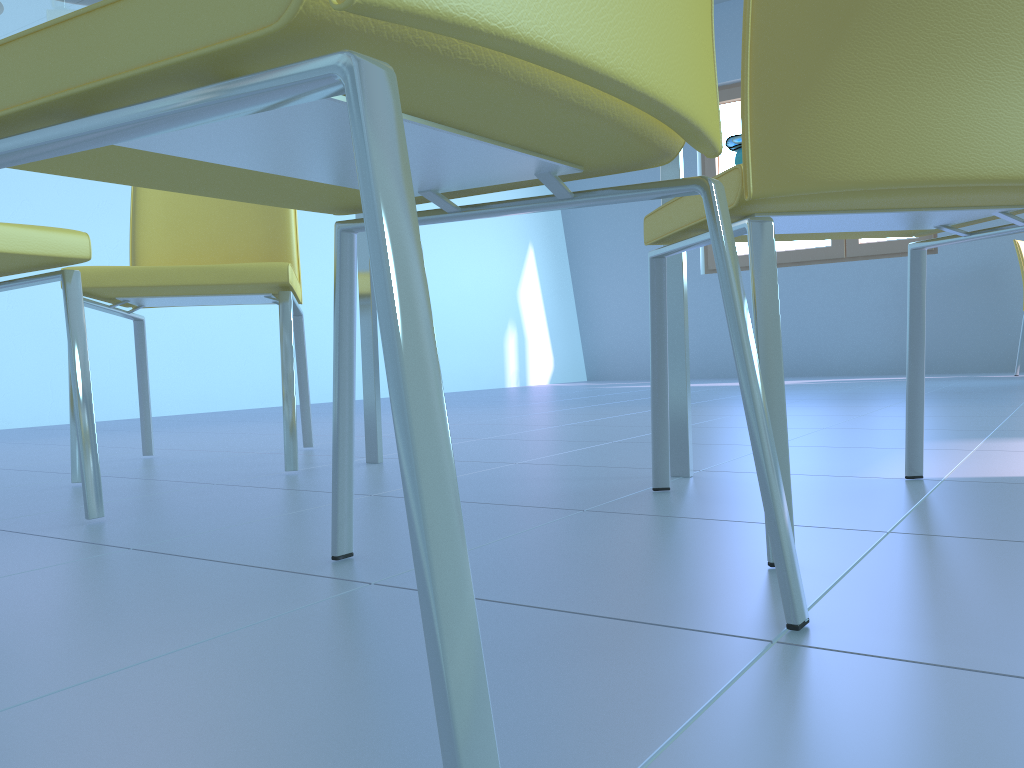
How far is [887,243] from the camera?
5.46m

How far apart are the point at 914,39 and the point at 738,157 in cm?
25

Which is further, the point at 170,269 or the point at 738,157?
the point at 170,269

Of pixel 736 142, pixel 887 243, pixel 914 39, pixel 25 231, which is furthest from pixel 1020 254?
pixel 25 231

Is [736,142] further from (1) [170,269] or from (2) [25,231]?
(1) [170,269]

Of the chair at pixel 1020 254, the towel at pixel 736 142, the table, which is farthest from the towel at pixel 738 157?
the chair at pixel 1020 254

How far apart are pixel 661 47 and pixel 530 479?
1.0m

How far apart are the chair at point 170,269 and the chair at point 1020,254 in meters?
4.0 m

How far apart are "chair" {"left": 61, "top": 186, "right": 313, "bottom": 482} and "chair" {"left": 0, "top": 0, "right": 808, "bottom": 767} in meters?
0.7

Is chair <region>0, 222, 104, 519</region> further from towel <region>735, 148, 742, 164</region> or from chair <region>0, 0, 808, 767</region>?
towel <region>735, 148, 742, 164</region>
